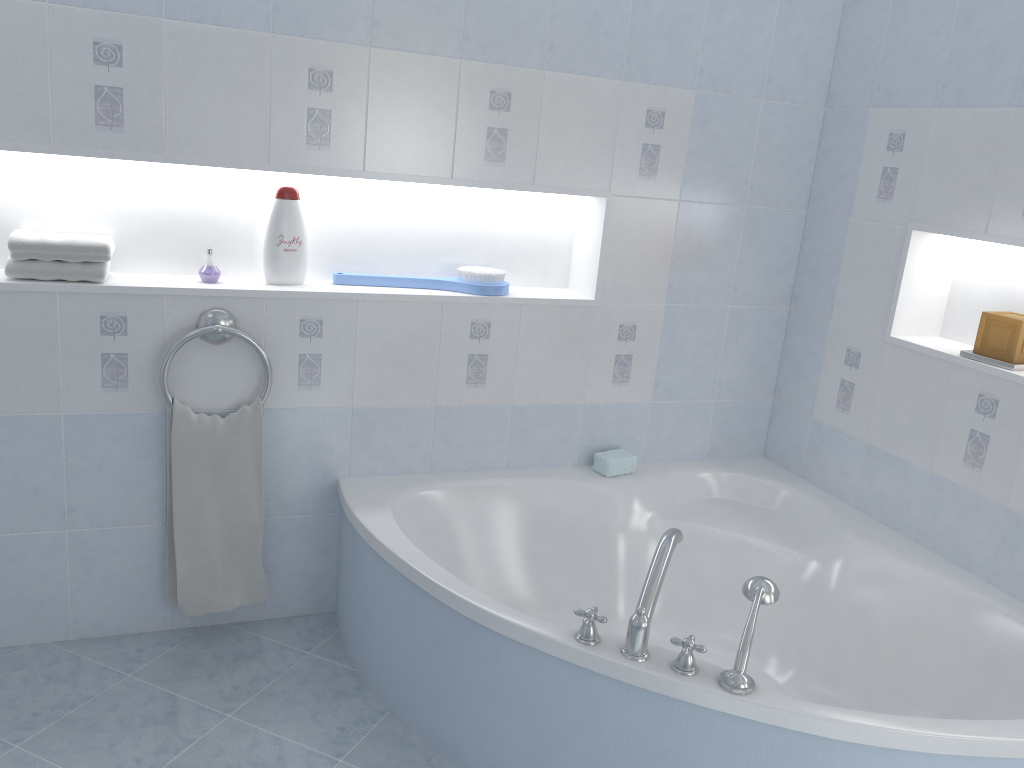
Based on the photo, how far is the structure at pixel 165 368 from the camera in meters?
2.3

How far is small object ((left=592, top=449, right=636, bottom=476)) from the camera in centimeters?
286cm

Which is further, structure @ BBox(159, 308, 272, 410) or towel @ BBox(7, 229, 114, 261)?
structure @ BBox(159, 308, 272, 410)

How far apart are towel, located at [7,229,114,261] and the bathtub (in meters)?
0.88

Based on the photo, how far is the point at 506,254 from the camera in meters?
2.9 m

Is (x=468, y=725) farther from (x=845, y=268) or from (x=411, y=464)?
(x=845, y=268)

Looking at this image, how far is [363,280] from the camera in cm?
262

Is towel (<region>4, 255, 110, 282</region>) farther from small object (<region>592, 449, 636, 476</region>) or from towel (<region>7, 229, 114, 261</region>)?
small object (<region>592, 449, 636, 476</region>)

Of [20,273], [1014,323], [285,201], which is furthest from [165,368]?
[1014,323]

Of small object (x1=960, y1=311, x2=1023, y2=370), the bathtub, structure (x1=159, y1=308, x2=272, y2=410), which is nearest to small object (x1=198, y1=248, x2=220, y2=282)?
structure (x1=159, y1=308, x2=272, y2=410)
